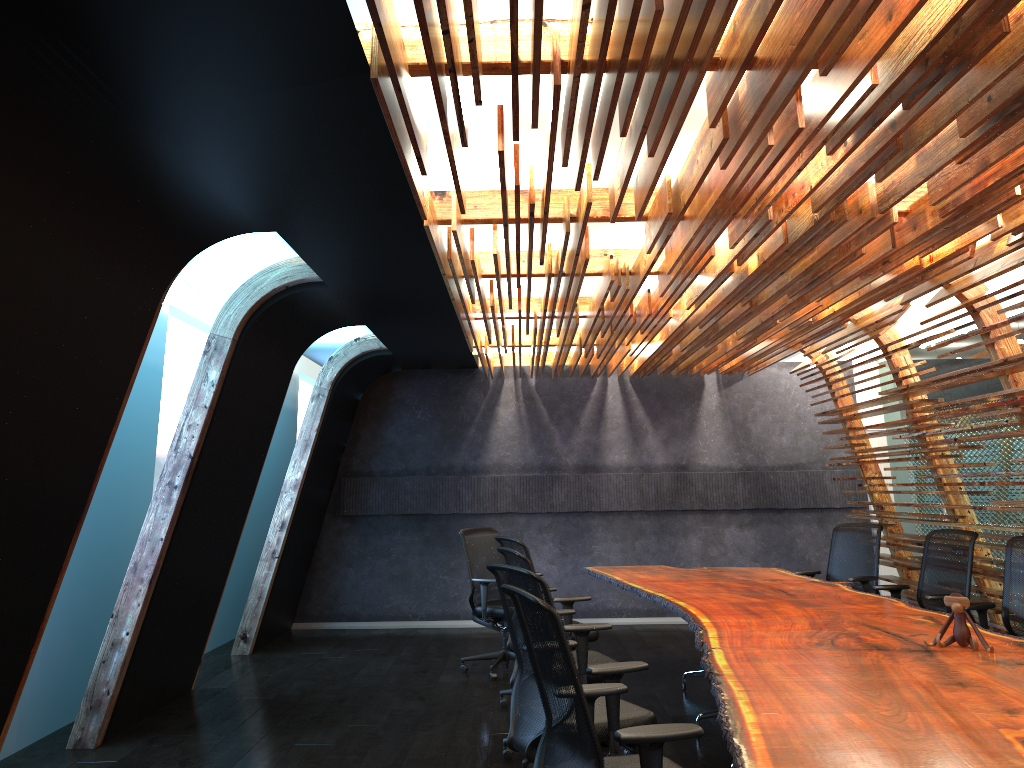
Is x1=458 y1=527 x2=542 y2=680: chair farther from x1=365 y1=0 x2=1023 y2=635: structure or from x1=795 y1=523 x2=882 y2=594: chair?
x1=795 y1=523 x2=882 y2=594: chair

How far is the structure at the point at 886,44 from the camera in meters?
2.7

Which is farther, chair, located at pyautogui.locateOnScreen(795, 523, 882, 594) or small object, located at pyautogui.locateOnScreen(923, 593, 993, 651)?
chair, located at pyautogui.locateOnScreen(795, 523, 882, 594)

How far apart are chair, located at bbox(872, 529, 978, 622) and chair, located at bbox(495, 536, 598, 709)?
2.39m

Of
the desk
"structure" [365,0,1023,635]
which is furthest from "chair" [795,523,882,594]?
"structure" [365,0,1023,635]

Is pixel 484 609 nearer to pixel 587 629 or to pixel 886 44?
pixel 587 629

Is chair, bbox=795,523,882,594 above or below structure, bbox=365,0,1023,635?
below

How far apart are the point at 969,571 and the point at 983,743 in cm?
417

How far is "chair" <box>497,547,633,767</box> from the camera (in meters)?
5.22

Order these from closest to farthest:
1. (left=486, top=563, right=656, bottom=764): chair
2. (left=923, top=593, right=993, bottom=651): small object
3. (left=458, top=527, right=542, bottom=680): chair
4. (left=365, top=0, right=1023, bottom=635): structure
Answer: (left=365, top=0, right=1023, bottom=635): structure, (left=486, top=563, right=656, bottom=764): chair, (left=923, top=593, right=993, bottom=651): small object, (left=458, top=527, right=542, bottom=680): chair
